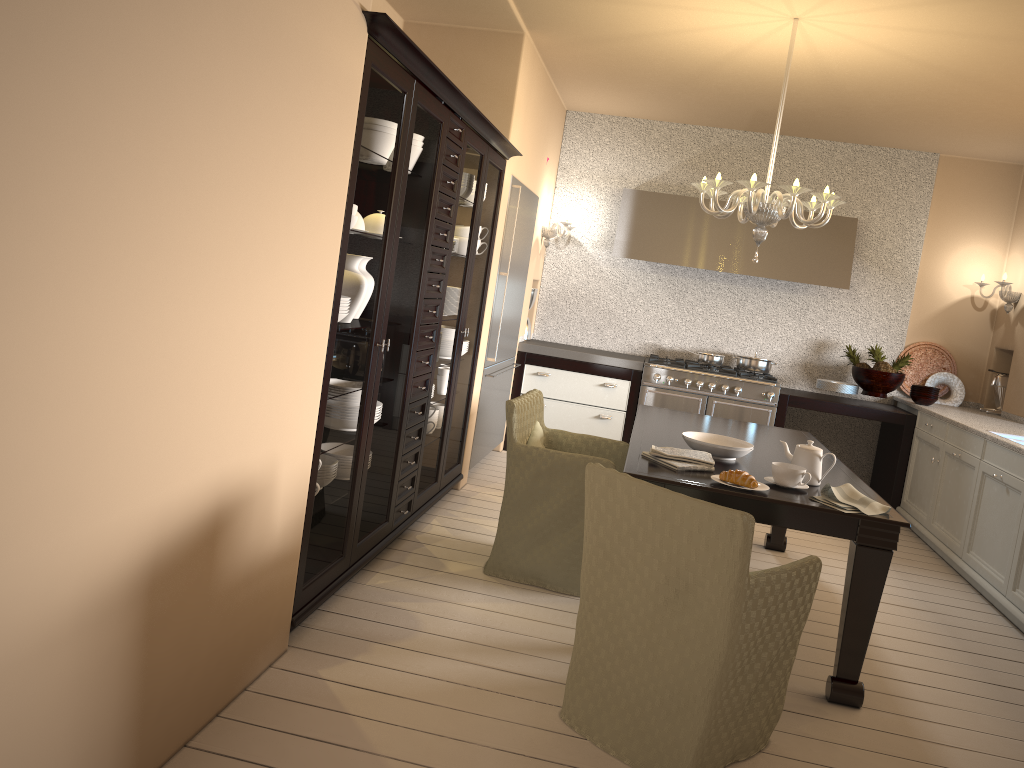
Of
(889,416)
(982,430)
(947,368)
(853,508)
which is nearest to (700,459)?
(853,508)

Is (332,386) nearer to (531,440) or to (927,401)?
(531,440)

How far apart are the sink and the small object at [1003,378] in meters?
1.4 m

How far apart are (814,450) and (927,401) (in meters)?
3.25

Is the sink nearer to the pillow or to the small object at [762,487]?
the small object at [762,487]

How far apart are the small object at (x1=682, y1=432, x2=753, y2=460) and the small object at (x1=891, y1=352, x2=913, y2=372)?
3.2m

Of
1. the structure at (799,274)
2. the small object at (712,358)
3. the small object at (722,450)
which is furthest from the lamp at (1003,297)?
the small object at (722,450)

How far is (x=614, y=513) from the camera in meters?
2.5 m

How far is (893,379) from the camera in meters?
6.1 m

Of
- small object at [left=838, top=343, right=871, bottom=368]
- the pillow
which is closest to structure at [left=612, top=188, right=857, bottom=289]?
small object at [left=838, top=343, right=871, bottom=368]
